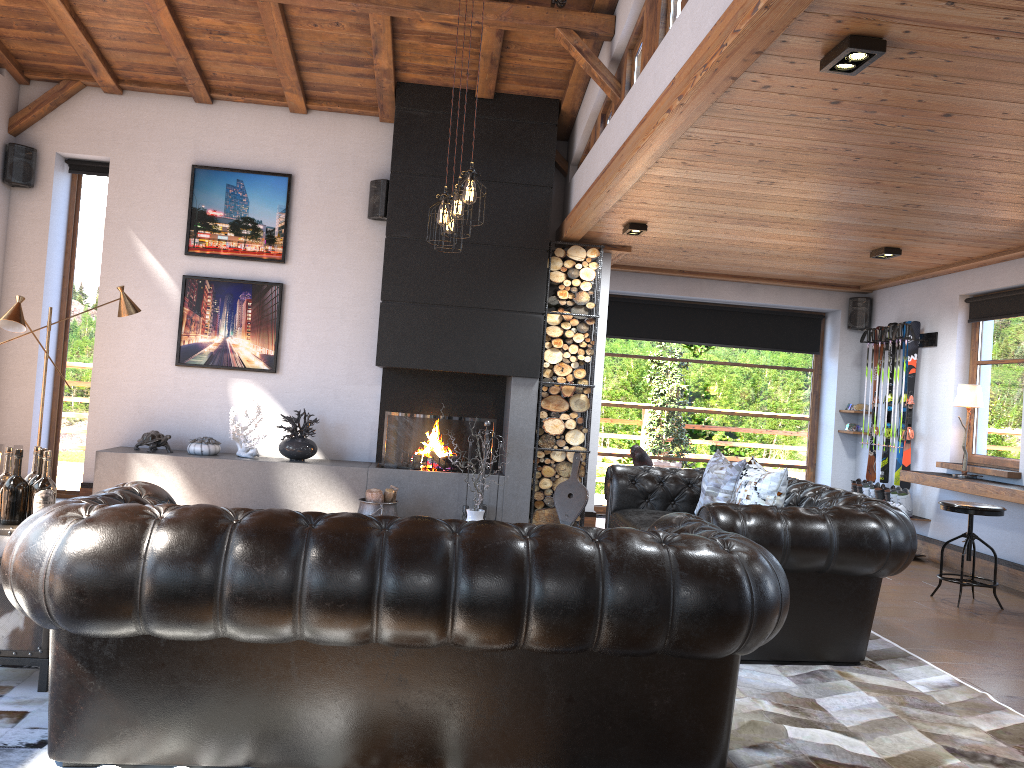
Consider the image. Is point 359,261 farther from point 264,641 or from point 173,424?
point 264,641

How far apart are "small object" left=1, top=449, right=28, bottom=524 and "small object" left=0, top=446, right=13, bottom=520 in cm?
8

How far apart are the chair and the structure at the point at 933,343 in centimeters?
255cm

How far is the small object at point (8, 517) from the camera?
3.4 meters

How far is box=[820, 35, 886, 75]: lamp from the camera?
3.3 meters

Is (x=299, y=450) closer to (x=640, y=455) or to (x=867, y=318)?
(x=640, y=455)

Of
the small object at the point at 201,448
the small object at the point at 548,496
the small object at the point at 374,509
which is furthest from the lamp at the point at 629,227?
the small object at the point at 201,448

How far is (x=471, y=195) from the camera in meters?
5.0 m

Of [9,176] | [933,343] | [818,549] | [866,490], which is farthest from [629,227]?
[9,176]

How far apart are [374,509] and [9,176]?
4.3 meters
